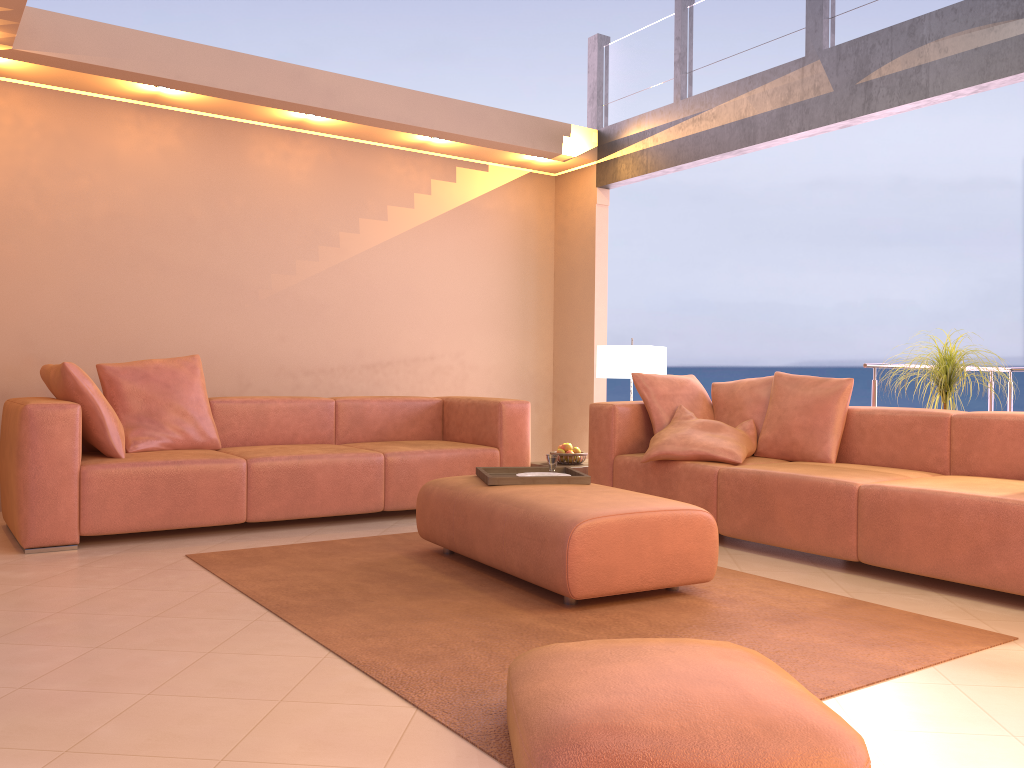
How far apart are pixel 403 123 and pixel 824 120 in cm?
265

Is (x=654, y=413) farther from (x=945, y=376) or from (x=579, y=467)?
(x=945, y=376)

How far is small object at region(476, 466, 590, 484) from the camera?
3.66m

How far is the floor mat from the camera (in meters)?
2.32

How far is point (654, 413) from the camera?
4.85m

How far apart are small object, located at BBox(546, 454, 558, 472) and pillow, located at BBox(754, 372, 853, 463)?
1.3m

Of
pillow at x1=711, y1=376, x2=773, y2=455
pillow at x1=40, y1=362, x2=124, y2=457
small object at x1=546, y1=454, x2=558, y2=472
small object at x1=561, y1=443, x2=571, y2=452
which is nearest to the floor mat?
small object at x1=546, y1=454, x2=558, y2=472

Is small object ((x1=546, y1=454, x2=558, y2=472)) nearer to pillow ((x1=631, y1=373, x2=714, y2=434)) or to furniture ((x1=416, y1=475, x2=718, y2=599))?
furniture ((x1=416, y1=475, x2=718, y2=599))

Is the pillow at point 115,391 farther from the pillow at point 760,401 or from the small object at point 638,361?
the pillow at point 760,401

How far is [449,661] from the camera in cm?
245
